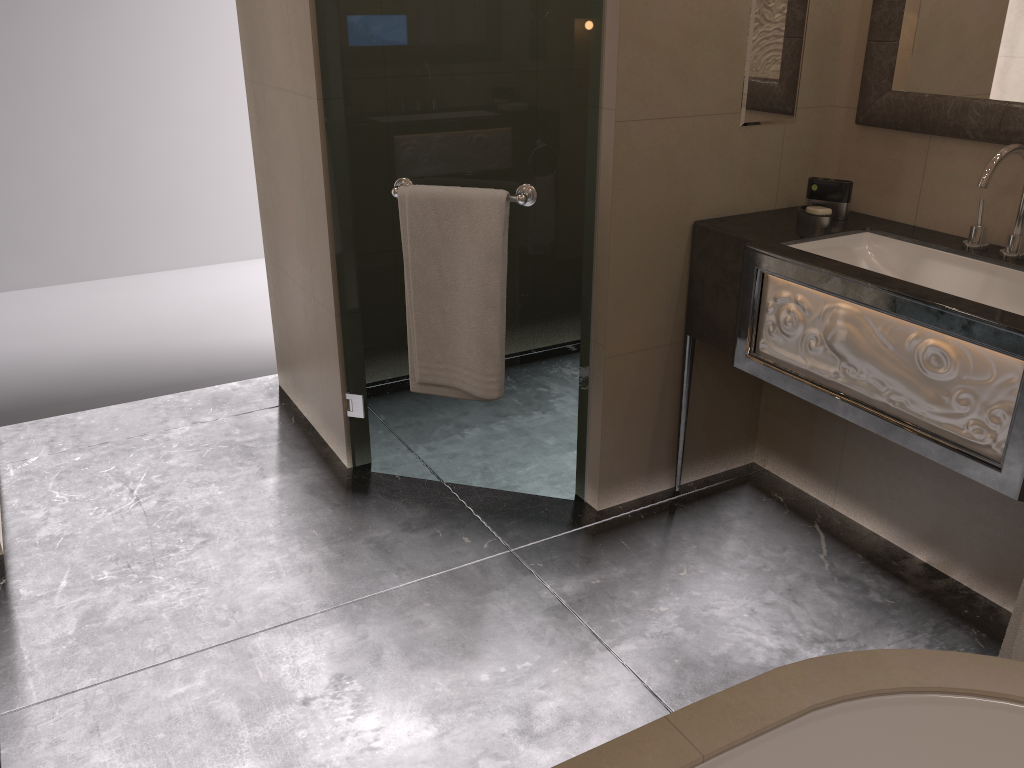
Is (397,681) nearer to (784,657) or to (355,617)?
(355,617)

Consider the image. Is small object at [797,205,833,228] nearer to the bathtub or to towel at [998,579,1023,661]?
towel at [998,579,1023,661]

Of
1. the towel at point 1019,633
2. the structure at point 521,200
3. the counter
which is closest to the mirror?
the counter

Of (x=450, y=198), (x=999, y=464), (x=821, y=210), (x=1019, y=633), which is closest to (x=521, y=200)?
(x=450, y=198)

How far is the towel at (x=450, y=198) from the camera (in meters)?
2.37

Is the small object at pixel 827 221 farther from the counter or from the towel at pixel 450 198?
the towel at pixel 450 198

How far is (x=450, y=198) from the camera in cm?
237

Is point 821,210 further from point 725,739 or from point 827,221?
point 725,739

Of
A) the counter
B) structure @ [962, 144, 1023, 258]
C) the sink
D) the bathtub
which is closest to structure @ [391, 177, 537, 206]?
the counter

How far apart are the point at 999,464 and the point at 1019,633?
0.33m
